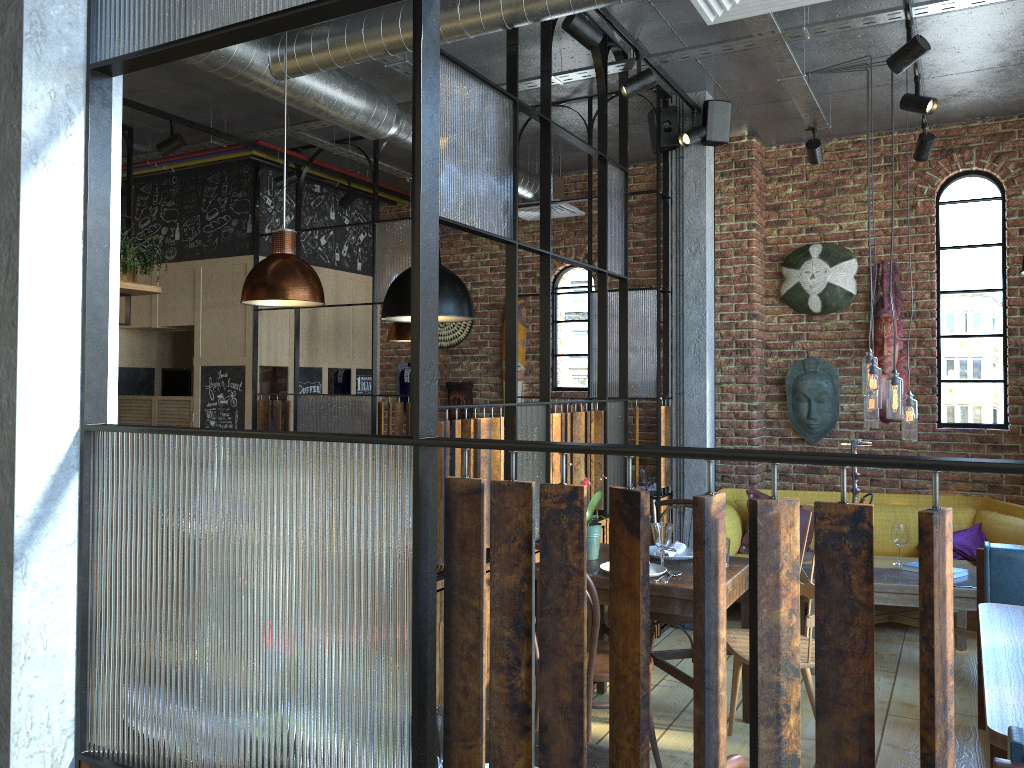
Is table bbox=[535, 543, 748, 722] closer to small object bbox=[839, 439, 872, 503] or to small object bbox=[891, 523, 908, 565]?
small object bbox=[839, 439, 872, 503]

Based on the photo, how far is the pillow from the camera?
5.71m

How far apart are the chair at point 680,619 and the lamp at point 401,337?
2.9 meters

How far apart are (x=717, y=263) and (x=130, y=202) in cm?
420

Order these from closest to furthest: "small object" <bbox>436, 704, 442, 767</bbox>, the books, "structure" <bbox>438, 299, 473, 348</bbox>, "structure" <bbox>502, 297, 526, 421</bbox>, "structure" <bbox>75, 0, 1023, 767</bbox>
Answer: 1. "structure" <bbox>75, 0, 1023, 767</bbox>
2. "small object" <bbox>436, 704, 442, 767</bbox>
3. the books
4. "structure" <bbox>502, 297, 526, 421</bbox>
5. "structure" <bbox>438, 299, 473, 348</bbox>

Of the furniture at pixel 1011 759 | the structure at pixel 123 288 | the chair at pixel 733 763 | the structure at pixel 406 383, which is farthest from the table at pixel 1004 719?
the structure at pixel 406 383

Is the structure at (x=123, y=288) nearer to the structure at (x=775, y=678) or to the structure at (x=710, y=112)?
the structure at (x=775, y=678)

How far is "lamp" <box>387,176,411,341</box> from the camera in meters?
6.9

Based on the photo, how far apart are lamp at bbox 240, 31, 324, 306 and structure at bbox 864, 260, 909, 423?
4.3 meters

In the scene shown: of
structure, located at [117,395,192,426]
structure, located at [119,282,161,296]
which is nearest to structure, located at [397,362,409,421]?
structure, located at [117,395,192,426]
